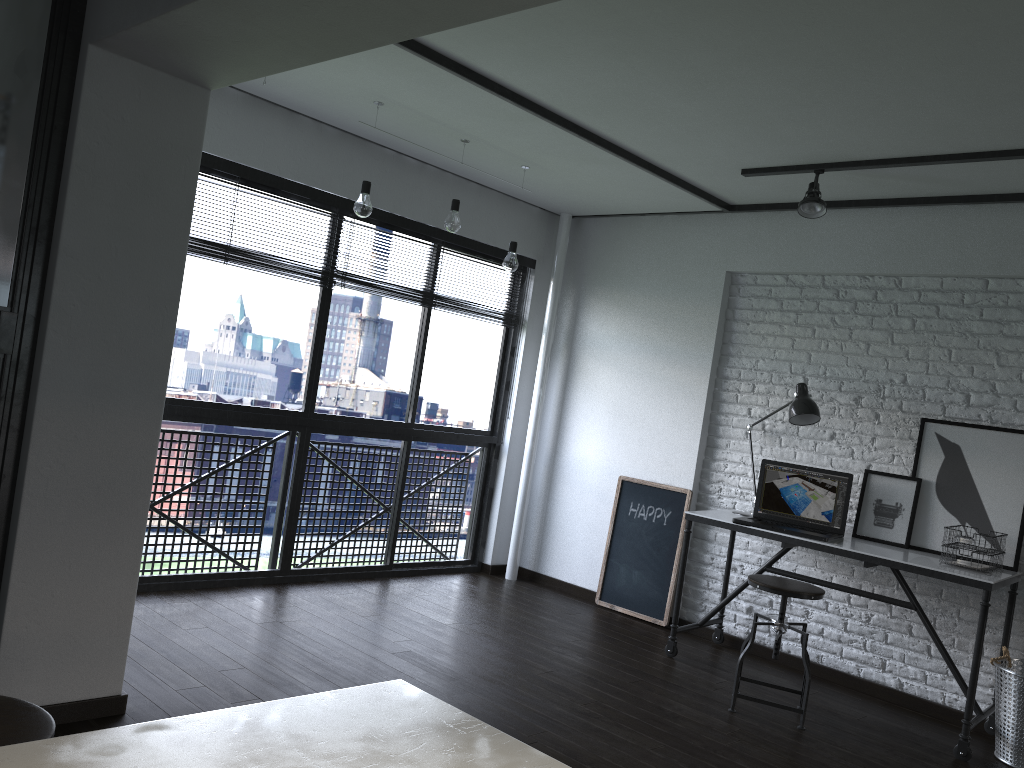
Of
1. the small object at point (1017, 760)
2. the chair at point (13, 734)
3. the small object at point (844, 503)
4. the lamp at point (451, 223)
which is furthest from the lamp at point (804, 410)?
the chair at point (13, 734)

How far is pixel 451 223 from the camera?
4.3 meters

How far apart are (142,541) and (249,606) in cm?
150

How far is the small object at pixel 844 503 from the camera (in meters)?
4.20

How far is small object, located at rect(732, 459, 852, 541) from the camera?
4.2 meters

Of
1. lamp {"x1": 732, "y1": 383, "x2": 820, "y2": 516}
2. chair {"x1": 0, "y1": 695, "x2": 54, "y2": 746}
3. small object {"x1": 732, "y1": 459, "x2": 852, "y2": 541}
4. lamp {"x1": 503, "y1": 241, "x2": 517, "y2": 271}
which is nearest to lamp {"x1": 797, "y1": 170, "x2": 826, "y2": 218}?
lamp {"x1": 732, "y1": 383, "x2": 820, "y2": 516}

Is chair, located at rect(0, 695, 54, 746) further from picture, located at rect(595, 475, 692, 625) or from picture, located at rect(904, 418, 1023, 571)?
picture, located at rect(595, 475, 692, 625)

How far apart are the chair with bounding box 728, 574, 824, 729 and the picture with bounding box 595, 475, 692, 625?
1.01m

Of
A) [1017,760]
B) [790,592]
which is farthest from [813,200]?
[1017,760]

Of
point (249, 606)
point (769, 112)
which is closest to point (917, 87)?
point (769, 112)
